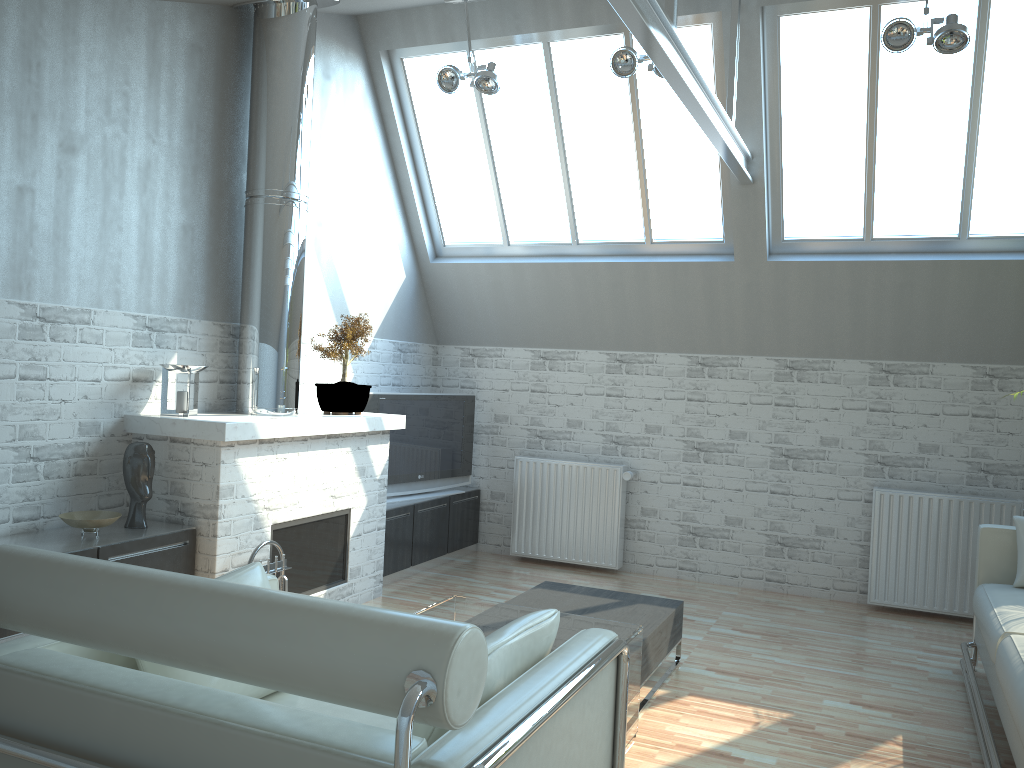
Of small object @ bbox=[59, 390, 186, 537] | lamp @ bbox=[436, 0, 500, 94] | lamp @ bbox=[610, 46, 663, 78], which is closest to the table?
small object @ bbox=[59, 390, 186, 537]

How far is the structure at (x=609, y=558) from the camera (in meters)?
13.07

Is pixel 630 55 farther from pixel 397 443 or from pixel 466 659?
pixel 466 659

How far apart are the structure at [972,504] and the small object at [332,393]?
6.8 meters

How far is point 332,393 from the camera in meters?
10.4 m

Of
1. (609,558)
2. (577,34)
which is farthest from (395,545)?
(577,34)

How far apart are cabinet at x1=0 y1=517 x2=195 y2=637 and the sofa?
6.82m

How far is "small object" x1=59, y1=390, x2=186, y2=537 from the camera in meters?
7.5 m

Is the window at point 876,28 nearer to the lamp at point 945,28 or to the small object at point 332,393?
the lamp at point 945,28

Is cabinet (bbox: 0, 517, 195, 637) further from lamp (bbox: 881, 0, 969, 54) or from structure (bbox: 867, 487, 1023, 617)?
structure (bbox: 867, 487, 1023, 617)
